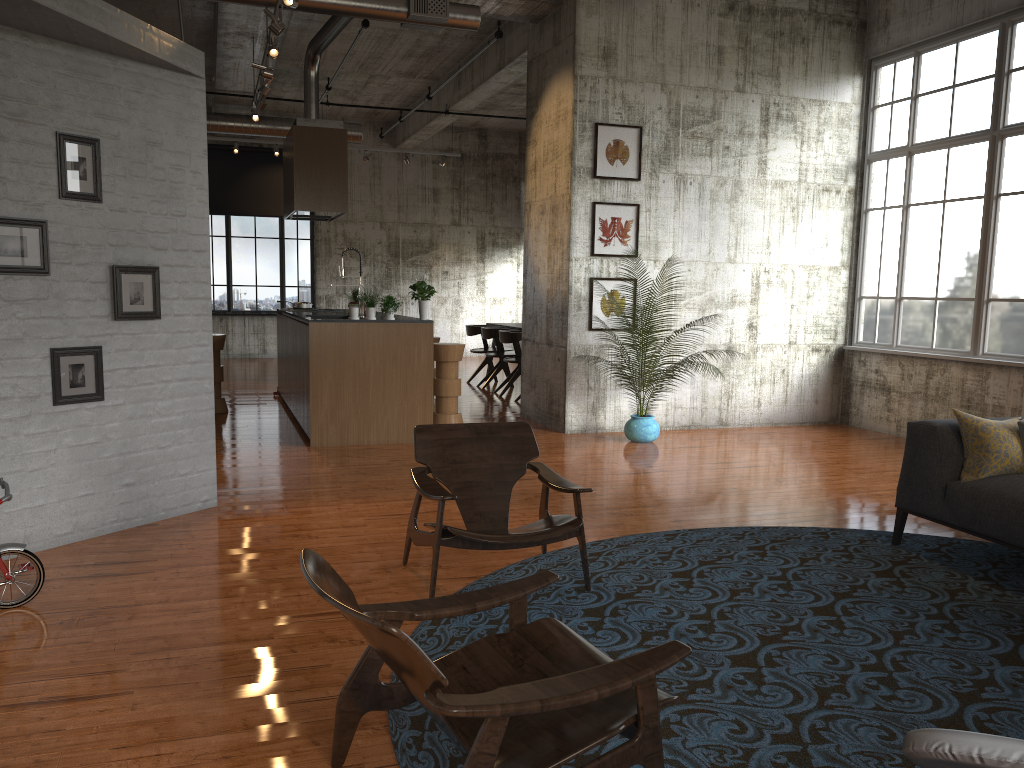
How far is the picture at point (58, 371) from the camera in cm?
524

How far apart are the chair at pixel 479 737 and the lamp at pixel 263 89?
8.0 meters

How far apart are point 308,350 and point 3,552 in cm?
467

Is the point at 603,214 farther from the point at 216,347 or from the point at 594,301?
the point at 216,347

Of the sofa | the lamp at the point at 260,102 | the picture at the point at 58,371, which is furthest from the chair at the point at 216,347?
the sofa

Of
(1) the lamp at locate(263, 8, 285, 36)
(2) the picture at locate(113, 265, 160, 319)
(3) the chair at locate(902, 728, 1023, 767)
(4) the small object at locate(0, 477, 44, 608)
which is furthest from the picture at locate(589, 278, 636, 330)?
(3) the chair at locate(902, 728, 1023, 767)

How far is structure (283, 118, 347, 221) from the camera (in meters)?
11.02

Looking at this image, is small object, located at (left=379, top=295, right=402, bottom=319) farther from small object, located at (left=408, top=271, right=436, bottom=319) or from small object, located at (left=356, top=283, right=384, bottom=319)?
small object, located at (left=408, top=271, right=436, bottom=319)

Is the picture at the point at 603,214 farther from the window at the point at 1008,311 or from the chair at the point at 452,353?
the window at the point at 1008,311

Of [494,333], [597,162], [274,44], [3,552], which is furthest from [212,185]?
[3,552]
